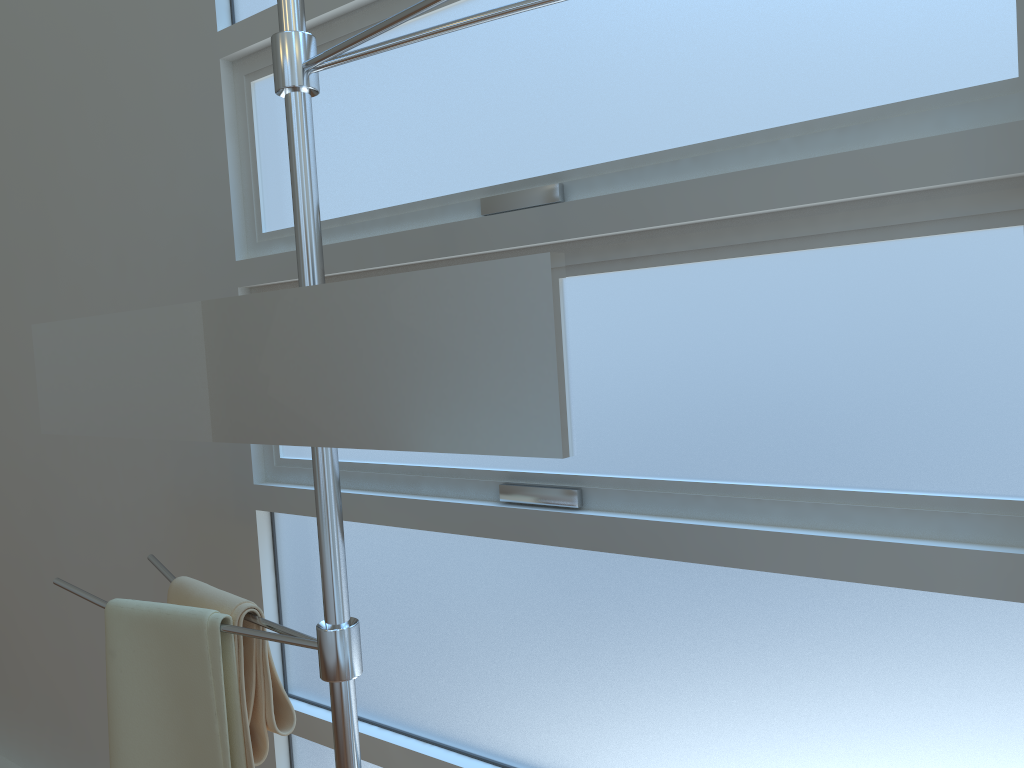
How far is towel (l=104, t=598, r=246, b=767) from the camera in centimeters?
112cm

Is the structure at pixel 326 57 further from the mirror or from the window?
the window

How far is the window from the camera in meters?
0.9

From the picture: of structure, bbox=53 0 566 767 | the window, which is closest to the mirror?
structure, bbox=53 0 566 767

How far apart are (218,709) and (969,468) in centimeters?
92cm

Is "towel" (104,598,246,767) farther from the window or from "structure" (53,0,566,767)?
the window

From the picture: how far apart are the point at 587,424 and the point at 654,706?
0.37m

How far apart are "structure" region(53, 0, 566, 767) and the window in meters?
0.3 m

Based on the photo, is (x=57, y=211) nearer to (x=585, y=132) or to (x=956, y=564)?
(x=585, y=132)

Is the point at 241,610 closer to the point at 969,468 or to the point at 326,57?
the point at 326,57
